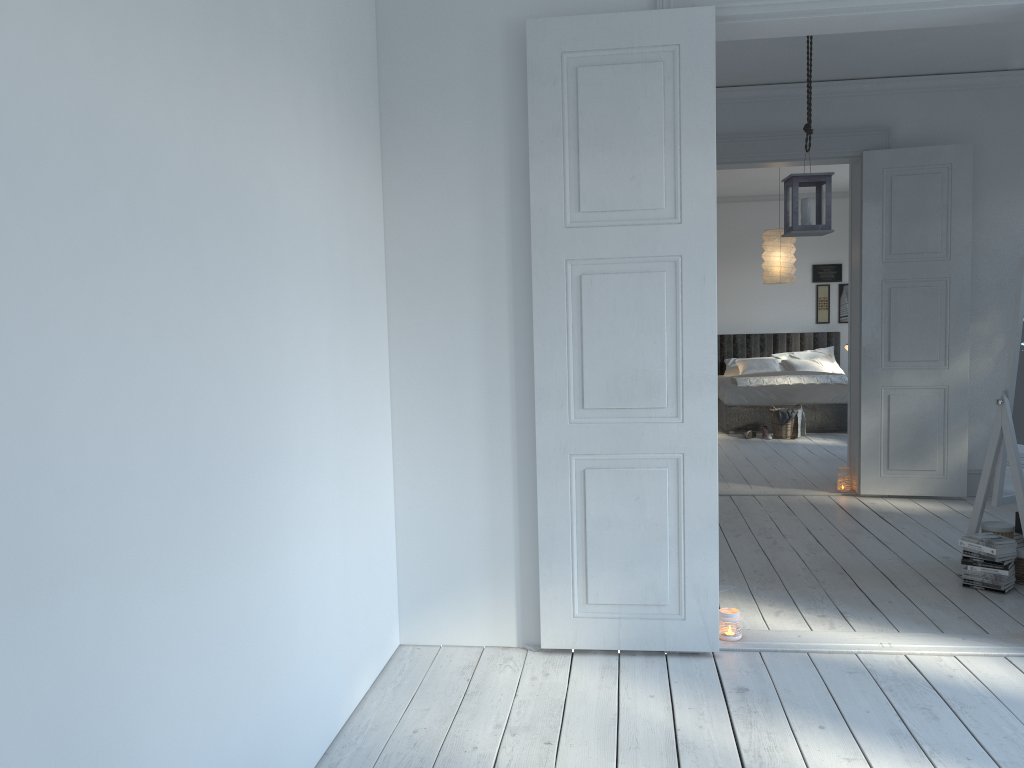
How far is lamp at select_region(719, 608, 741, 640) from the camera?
3.41m

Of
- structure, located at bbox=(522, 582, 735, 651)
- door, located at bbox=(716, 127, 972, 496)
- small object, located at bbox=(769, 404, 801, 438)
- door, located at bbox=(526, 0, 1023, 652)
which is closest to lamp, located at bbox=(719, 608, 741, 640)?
door, located at bbox=(526, 0, 1023, 652)

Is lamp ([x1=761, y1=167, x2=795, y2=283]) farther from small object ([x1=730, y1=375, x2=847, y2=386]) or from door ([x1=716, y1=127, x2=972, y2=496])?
door ([x1=716, y1=127, x2=972, y2=496])

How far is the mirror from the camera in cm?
396

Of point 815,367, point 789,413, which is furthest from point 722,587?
point 815,367

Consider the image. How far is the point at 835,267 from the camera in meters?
11.4 m

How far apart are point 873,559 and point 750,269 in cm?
754

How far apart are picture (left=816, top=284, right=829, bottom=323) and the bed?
0.2m

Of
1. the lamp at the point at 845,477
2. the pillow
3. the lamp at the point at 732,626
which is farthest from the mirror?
the pillow

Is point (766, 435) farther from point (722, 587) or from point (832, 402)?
point (722, 587)
